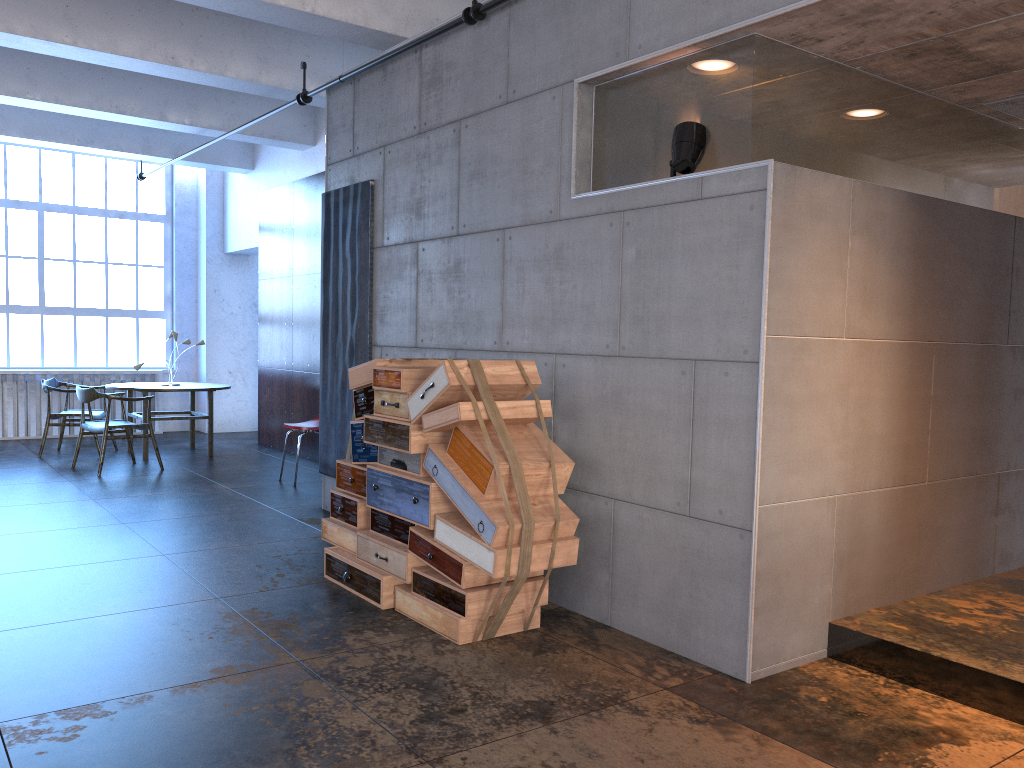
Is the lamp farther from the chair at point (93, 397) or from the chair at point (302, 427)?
the chair at point (93, 397)

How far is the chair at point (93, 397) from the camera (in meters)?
8.65

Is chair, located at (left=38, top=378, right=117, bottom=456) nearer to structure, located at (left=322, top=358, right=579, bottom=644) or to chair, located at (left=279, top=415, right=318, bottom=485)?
chair, located at (left=279, top=415, right=318, bottom=485)

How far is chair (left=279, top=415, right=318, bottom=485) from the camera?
8.29m

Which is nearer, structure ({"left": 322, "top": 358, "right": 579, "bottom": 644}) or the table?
structure ({"left": 322, "top": 358, "right": 579, "bottom": 644})

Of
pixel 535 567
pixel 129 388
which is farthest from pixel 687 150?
pixel 129 388

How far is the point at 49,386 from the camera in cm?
972

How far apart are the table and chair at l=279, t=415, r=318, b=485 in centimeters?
187cm

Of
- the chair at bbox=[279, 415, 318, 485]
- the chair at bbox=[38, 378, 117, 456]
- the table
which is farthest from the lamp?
the chair at bbox=[38, 378, 117, 456]

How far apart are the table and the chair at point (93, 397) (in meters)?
0.44
